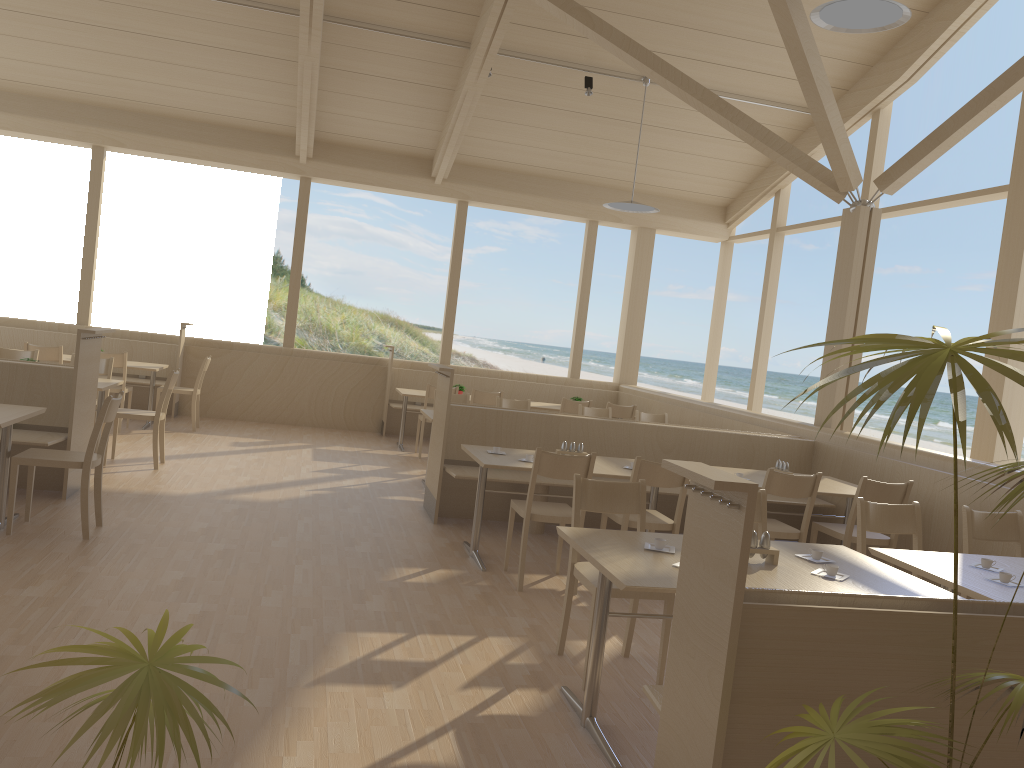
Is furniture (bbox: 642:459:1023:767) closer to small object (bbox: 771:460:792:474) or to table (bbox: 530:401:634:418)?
small object (bbox: 771:460:792:474)

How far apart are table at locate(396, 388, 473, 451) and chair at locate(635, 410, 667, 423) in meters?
2.4 m

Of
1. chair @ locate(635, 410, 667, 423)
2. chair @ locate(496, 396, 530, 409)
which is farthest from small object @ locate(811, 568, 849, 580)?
chair @ locate(635, 410, 667, 423)

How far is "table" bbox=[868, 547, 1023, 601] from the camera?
3.3m

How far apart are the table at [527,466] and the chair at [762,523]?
1.2 meters

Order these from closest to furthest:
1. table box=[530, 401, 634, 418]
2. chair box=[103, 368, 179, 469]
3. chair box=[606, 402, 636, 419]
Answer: chair box=[103, 368, 179, 469]
chair box=[606, 402, 636, 419]
table box=[530, 401, 634, 418]

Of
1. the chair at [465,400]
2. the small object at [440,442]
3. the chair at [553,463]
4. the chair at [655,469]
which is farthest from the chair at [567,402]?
the chair at [553,463]

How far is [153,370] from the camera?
8.9 meters

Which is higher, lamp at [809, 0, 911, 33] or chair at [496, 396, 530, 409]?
lamp at [809, 0, 911, 33]

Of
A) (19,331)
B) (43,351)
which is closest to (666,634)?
(43,351)
